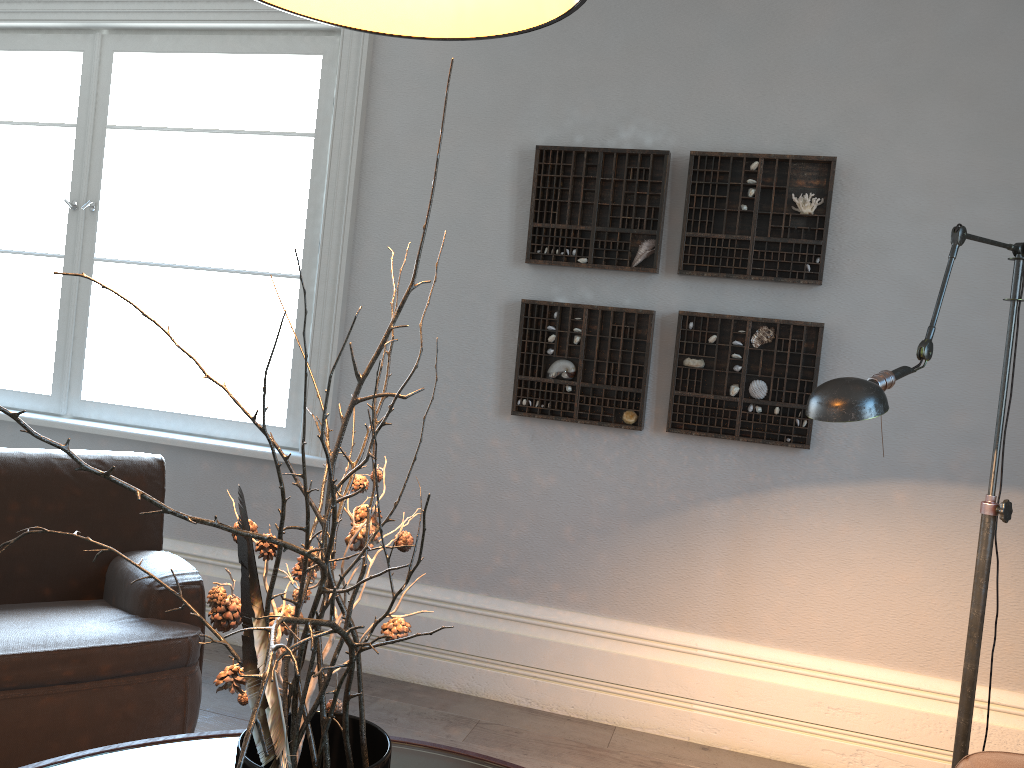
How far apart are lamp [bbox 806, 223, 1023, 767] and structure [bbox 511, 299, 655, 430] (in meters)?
1.16

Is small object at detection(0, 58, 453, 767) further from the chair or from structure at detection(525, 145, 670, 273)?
structure at detection(525, 145, 670, 273)

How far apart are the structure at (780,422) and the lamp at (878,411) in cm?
80

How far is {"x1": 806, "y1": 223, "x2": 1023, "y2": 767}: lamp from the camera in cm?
164

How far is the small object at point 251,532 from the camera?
0.8m

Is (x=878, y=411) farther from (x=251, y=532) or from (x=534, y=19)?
(x=251, y=532)

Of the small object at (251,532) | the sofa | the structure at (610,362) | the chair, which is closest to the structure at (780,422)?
the structure at (610,362)

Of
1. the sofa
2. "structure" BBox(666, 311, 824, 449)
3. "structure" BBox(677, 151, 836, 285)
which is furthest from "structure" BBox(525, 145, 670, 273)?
the sofa

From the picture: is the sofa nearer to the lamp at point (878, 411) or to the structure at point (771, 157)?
the lamp at point (878, 411)

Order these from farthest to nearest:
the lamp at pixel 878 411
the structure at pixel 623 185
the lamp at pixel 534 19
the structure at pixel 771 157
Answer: the structure at pixel 623 185 < the structure at pixel 771 157 < the lamp at pixel 878 411 < the lamp at pixel 534 19
